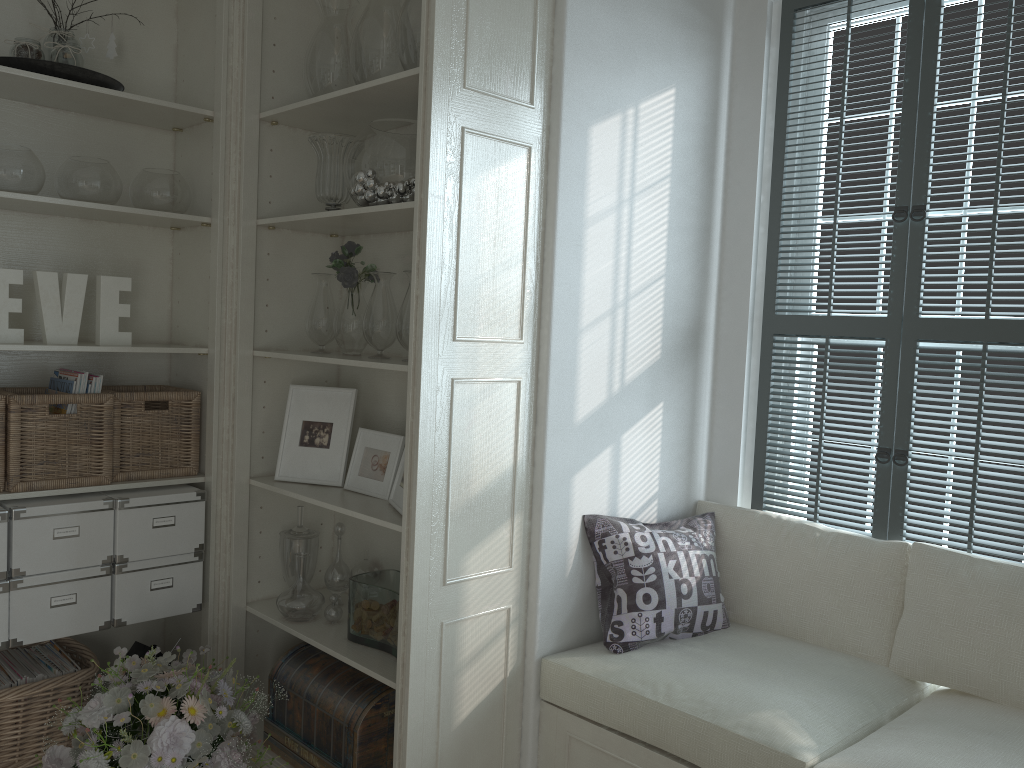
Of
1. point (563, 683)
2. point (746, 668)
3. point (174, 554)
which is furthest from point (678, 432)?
point (174, 554)

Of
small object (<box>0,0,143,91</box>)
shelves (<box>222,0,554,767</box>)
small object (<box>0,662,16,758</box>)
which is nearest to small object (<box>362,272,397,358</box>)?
shelves (<box>222,0,554,767</box>)

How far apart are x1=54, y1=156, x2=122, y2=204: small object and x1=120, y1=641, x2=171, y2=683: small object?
1.4 meters

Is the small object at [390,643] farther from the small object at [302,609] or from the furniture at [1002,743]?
the furniture at [1002,743]

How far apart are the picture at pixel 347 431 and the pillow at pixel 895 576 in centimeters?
114cm

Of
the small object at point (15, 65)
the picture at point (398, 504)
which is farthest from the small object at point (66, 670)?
the small object at point (15, 65)

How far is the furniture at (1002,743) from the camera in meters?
1.9 m

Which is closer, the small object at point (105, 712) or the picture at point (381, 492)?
the small object at point (105, 712)

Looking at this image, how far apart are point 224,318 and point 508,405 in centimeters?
104cm

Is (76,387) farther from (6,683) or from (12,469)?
(6,683)
